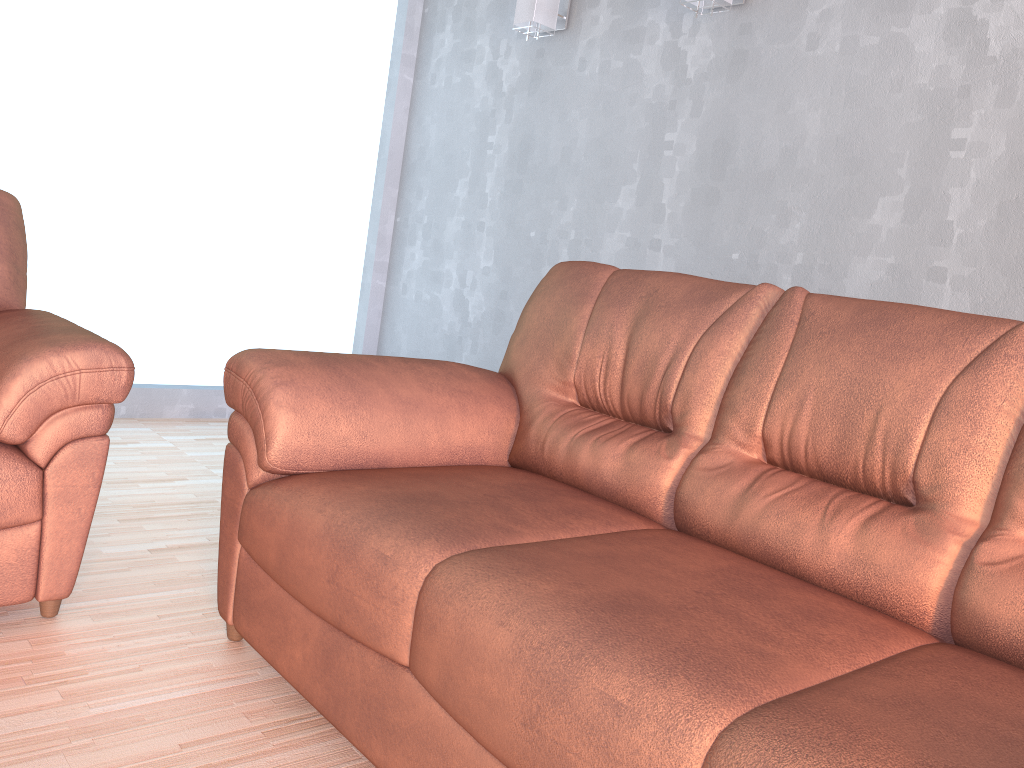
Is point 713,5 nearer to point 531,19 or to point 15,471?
point 531,19

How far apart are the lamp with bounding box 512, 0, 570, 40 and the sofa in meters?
1.7 m

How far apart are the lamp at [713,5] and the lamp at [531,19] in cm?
75

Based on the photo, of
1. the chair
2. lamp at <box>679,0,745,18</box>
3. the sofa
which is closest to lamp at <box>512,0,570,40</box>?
lamp at <box>679,0,745,18</box>

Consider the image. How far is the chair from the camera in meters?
1.8 m

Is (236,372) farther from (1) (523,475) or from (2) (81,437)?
(1) (523,475)

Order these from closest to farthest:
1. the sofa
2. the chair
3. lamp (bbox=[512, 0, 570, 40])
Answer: the sofa < the chair < lamp (bbox=[512, 0, 570, 40])

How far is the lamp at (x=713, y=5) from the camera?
3.00m

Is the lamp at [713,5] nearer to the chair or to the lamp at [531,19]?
the lamp at [531,19]

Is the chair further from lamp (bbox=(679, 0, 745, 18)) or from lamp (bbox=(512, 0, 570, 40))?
lamp (bbox=(679, 0, 745, 18))
